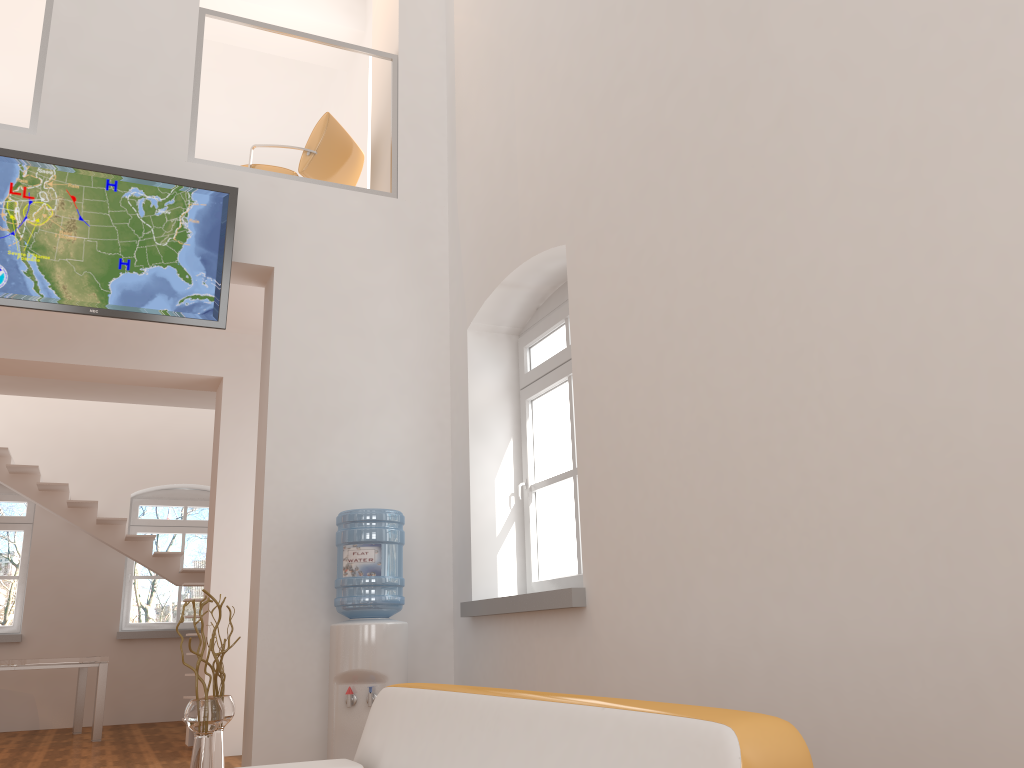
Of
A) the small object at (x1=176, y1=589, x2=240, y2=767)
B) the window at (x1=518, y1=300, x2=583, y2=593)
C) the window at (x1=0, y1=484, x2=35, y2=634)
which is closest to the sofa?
the window at (x1=518, y1=300, x2=583, y2=593)

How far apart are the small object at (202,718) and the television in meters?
1.8

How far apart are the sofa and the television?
2.7m

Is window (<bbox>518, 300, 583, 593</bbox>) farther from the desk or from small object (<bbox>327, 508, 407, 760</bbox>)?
the desk

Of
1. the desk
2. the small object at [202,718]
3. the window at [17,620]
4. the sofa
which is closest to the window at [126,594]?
the window at [17,620]

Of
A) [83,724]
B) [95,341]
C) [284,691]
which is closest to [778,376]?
[284,691]

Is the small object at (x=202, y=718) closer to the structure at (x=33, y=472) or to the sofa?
the sofa

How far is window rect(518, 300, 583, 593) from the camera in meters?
4.9

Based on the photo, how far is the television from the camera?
4.7m

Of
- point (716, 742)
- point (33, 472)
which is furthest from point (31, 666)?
point (716, 742)
